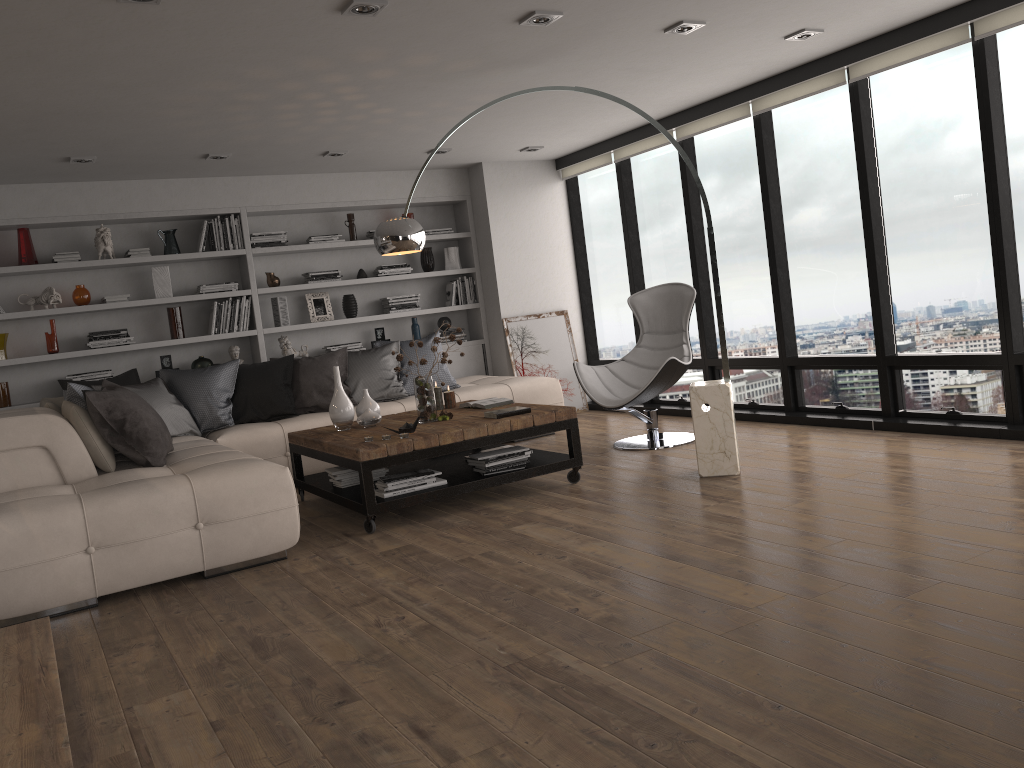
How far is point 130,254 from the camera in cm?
698

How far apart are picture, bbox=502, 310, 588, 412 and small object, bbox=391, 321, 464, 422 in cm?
276

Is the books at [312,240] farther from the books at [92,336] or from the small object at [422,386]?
the small object at [422,386]

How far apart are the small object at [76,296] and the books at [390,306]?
2.5m

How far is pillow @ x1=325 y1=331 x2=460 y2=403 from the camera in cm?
678

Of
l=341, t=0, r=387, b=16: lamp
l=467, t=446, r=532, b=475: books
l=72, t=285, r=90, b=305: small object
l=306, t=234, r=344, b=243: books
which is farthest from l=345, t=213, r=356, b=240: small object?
l=341, t=0, r=387, b=16: lamp

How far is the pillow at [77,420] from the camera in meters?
4.6

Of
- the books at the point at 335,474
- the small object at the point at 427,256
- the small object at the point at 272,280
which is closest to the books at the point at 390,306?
the small object at the point at 427,256

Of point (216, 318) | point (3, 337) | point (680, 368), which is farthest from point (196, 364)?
point (680, 368)

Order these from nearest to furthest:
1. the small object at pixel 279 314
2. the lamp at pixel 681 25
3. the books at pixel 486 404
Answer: the lamp at pixel 681 25 → the books at pixel 486 404 → the small object at pixel 279 314
